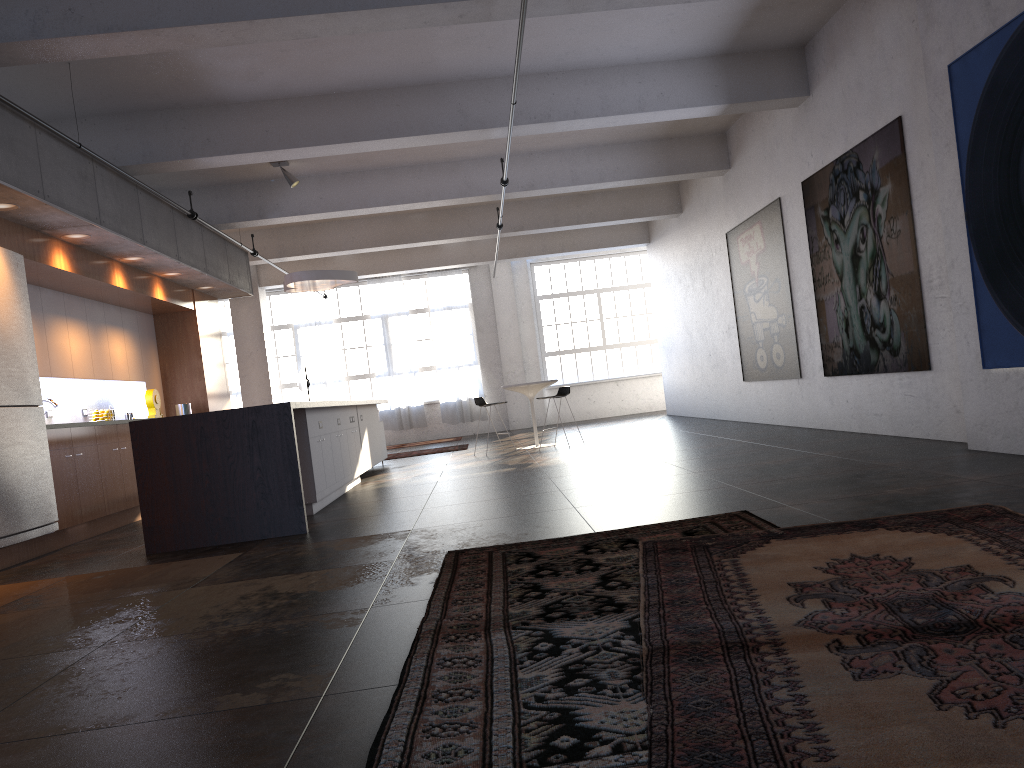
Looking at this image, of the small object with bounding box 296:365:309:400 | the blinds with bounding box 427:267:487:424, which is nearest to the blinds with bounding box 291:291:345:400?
the small object with bounding box 296:365:309:400

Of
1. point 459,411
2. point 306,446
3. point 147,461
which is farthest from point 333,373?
point 147,461

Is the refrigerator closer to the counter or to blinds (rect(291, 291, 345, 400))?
the counter

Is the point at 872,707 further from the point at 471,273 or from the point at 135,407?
the point at 471,273

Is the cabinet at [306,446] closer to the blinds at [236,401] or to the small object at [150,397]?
the small object at [150,397]

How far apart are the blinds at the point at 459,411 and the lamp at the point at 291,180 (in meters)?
9.33

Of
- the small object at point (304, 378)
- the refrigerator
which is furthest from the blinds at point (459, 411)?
the refrigerator

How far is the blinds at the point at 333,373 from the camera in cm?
2003

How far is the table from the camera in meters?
12.7

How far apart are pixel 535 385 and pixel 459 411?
7.6m
